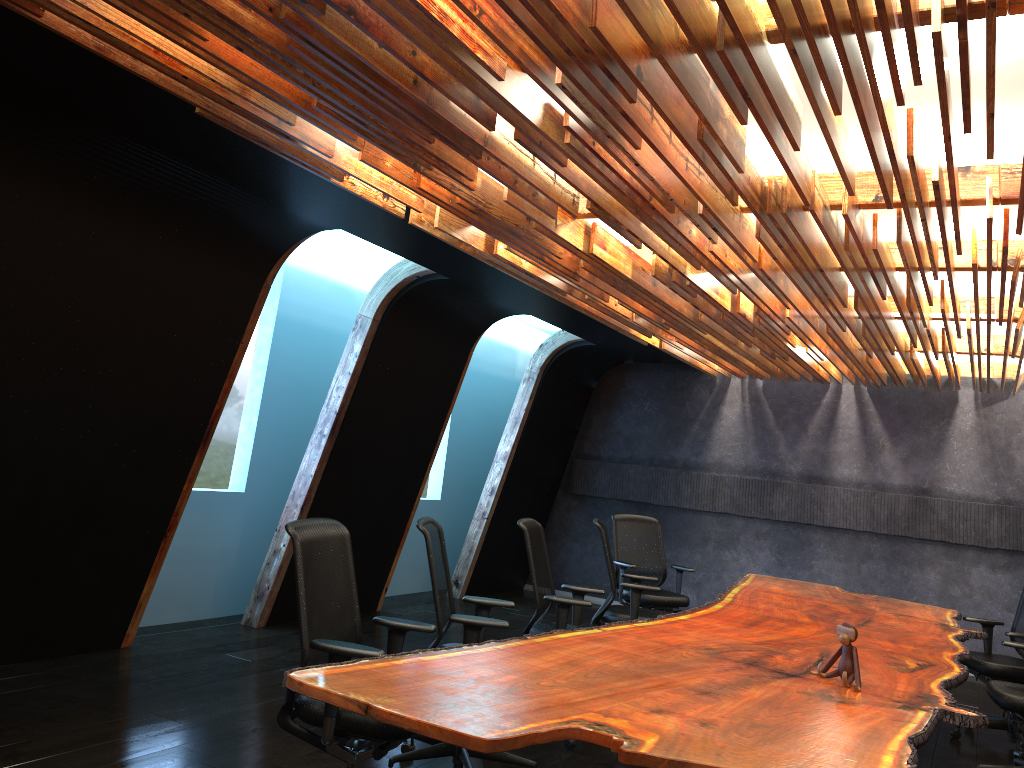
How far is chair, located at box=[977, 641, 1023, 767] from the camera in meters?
5.4 m

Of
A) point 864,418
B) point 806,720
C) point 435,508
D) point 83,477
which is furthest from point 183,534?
point 864,418

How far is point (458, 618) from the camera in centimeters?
447cm

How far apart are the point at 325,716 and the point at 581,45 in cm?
267

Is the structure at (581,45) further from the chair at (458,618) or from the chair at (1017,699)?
the chair at (1017,699)

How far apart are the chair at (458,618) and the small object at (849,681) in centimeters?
152cm

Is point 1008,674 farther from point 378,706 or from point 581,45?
point 581,45

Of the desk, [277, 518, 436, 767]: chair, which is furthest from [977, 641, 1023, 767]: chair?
[277, 518, 436, 767]: chair

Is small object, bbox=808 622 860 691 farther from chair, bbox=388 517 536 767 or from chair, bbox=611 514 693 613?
chair, bbox=611 514 693 613

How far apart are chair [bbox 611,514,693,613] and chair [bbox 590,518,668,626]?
0.8 meters
